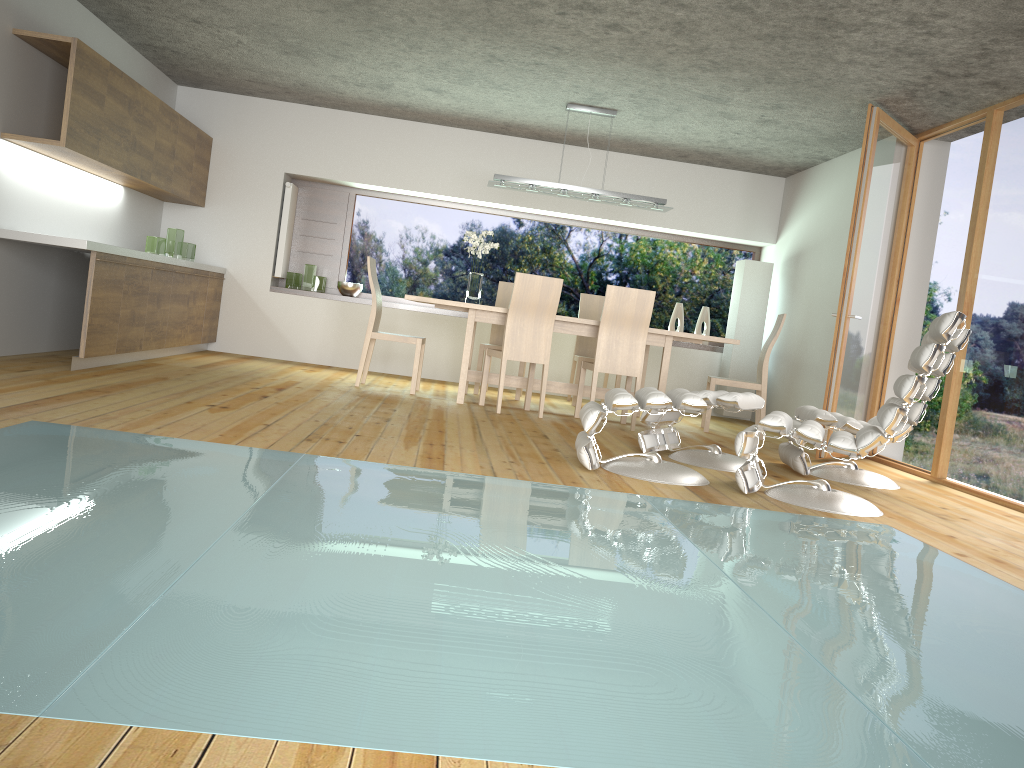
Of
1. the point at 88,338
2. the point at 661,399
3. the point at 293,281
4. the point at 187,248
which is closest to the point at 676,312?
the point at 293,281

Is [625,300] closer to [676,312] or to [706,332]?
[676,312]

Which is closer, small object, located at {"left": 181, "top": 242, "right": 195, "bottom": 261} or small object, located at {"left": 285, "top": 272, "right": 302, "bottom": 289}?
small object, located at {"left": 181, "top": 242, "right": 195, "bottom": 261}

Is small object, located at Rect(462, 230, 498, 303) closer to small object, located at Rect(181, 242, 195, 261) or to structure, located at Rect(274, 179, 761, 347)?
structure, located at Rect(274, 179, 761, 347)

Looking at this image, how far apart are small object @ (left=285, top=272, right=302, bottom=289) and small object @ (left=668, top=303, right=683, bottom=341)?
3.7 meters

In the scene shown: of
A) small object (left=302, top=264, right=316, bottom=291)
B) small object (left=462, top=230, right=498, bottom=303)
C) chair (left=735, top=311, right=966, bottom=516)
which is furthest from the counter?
chair (left=735, top=311, right=966, bottom=516)

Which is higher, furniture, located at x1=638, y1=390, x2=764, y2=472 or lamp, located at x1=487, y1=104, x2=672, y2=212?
lamp, located at x1=487, y1=104, x2=672, y2=212

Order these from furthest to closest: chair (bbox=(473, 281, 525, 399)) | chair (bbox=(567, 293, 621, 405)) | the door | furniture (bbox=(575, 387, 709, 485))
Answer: chair (bbox=(567, 293, 621, 405)) < chair (bbox=(473, 281, 525, 399)) < the door < furniture (bbox=(575, 387, 709, 485))

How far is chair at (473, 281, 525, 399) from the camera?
8.01m

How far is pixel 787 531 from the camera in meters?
3.5
